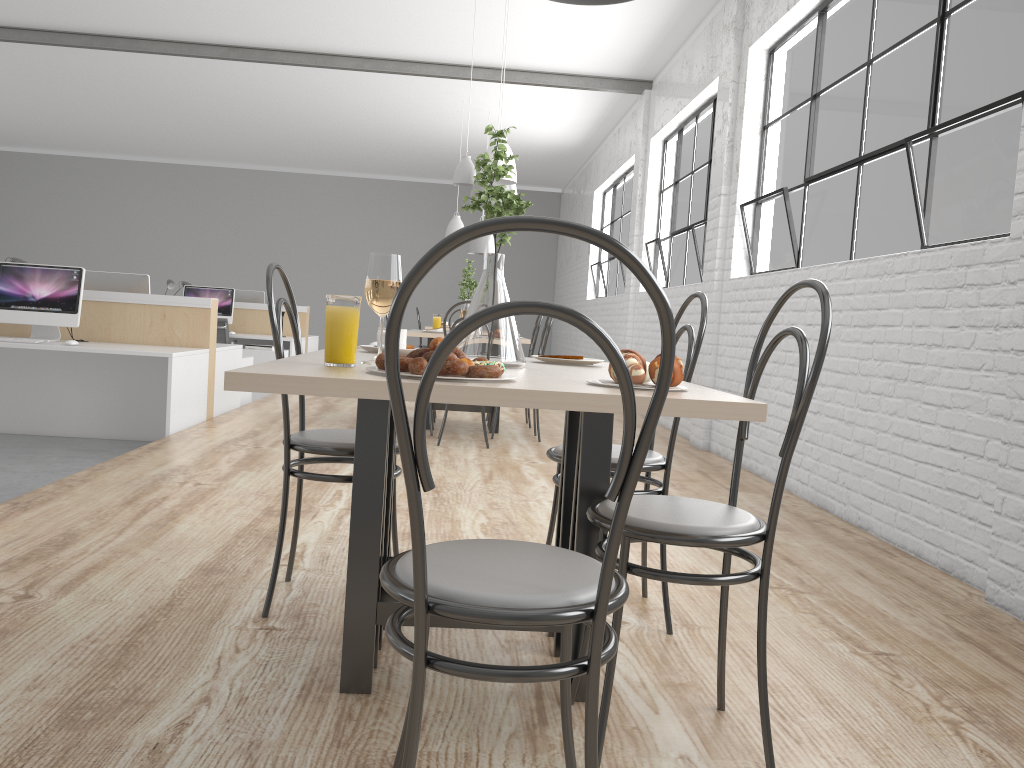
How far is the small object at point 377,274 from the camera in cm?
131

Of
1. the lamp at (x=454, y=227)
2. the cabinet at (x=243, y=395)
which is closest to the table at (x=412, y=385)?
the cabinet at (x=243, y=395)

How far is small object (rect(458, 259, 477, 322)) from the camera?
4.9m

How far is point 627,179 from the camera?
8.1 meters

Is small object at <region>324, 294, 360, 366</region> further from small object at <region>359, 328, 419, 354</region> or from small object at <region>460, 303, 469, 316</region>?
small object at <region>460, 303, 469, 316</region>

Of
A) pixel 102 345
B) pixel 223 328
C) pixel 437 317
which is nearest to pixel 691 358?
pixel 102 345

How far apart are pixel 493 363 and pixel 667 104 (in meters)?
5.48

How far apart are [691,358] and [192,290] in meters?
6.2 m

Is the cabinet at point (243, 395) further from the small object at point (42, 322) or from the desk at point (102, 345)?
the small object at point (42, 322)

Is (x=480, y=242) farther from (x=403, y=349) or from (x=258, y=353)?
(x=403, y=349)
